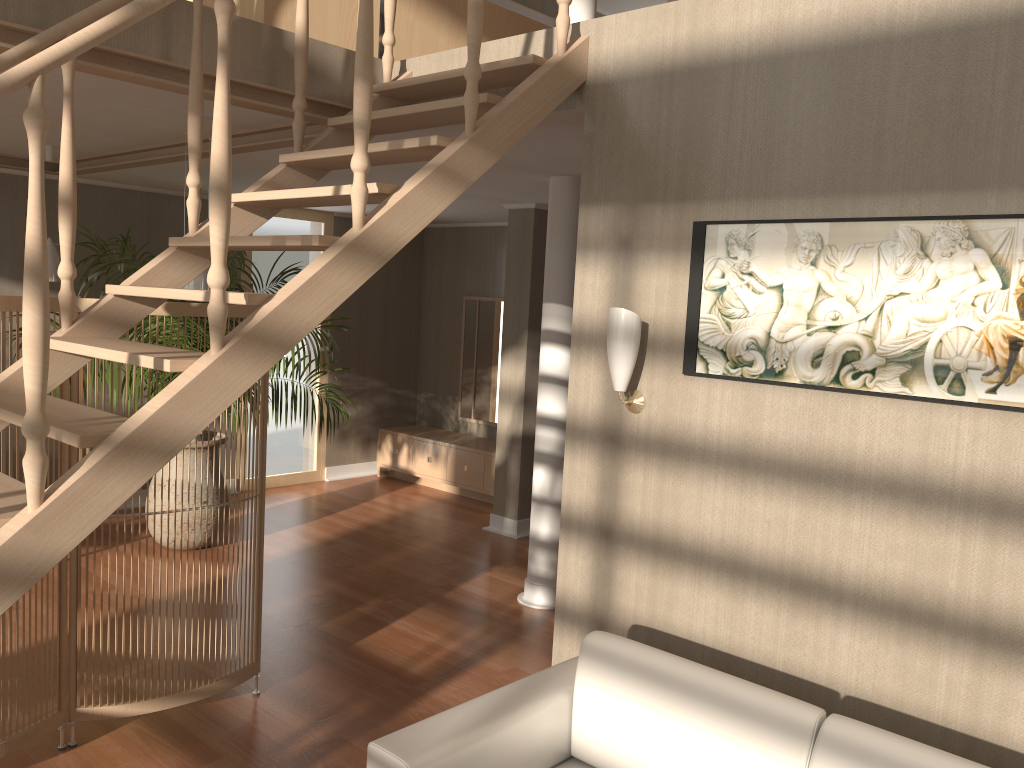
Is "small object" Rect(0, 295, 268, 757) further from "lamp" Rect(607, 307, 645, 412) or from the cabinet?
the cabinet

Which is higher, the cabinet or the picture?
the picture

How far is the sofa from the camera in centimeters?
215cm

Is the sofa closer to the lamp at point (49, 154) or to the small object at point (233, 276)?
the small object at point (233, 276)

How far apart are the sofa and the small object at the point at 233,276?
3.4 meters

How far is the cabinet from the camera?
7.43m

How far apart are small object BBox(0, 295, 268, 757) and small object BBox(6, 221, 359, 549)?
1.85m

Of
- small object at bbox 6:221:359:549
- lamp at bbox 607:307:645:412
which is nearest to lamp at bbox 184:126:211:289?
small object at bbox 6:221:359:549

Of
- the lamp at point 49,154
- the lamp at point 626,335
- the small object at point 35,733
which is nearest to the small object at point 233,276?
the lamp at point 49,154

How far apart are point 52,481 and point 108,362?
1.3 meters
